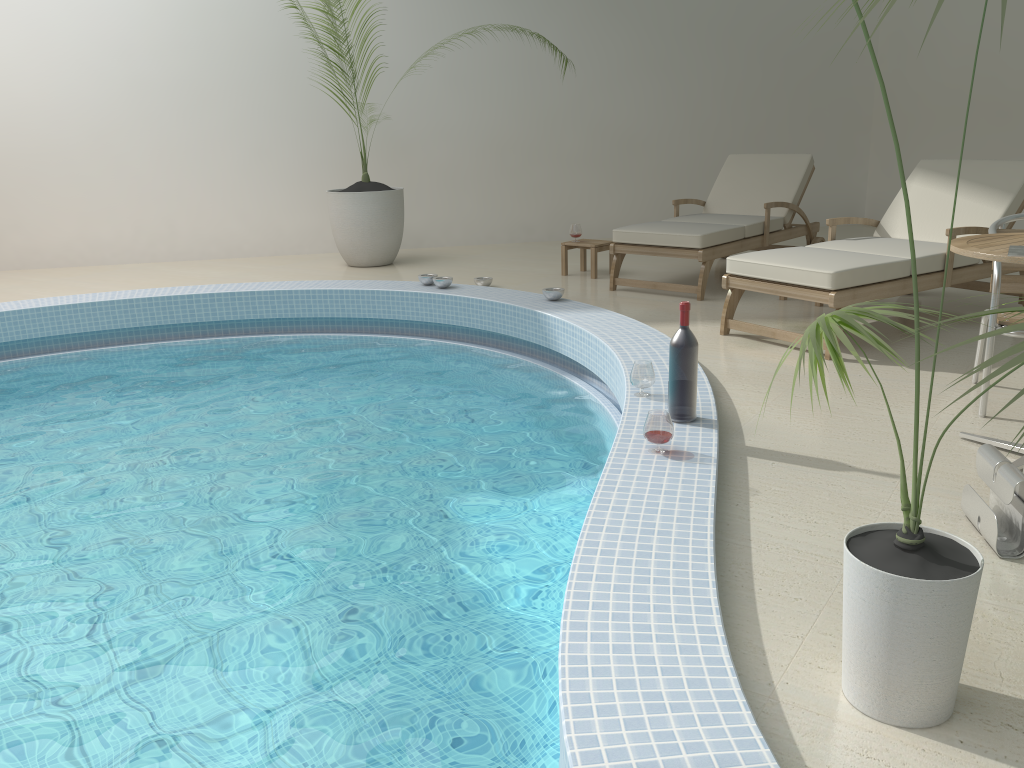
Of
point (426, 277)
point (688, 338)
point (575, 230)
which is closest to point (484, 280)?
point (426, 277)

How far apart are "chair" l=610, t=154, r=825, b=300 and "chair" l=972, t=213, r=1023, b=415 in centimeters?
217cm

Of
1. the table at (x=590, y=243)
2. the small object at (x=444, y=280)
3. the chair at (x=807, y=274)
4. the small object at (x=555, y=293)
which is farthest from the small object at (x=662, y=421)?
the table at (x=590, y=243)

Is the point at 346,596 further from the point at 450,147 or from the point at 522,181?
the point at 522,181

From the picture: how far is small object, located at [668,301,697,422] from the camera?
3.1m

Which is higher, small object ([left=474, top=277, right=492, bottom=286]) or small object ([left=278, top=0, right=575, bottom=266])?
small object ([left=278, top=0, right=575, bottom=266])

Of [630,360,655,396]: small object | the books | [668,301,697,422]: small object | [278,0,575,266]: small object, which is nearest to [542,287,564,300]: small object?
[630,360,655,396]: small object

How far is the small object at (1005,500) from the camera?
2.3m

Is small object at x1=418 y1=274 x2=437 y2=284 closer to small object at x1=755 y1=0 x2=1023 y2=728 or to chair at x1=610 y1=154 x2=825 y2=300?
chair at x1=610 y1=154 x2=825 y2=300

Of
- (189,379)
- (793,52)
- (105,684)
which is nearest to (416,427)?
(189,379)
